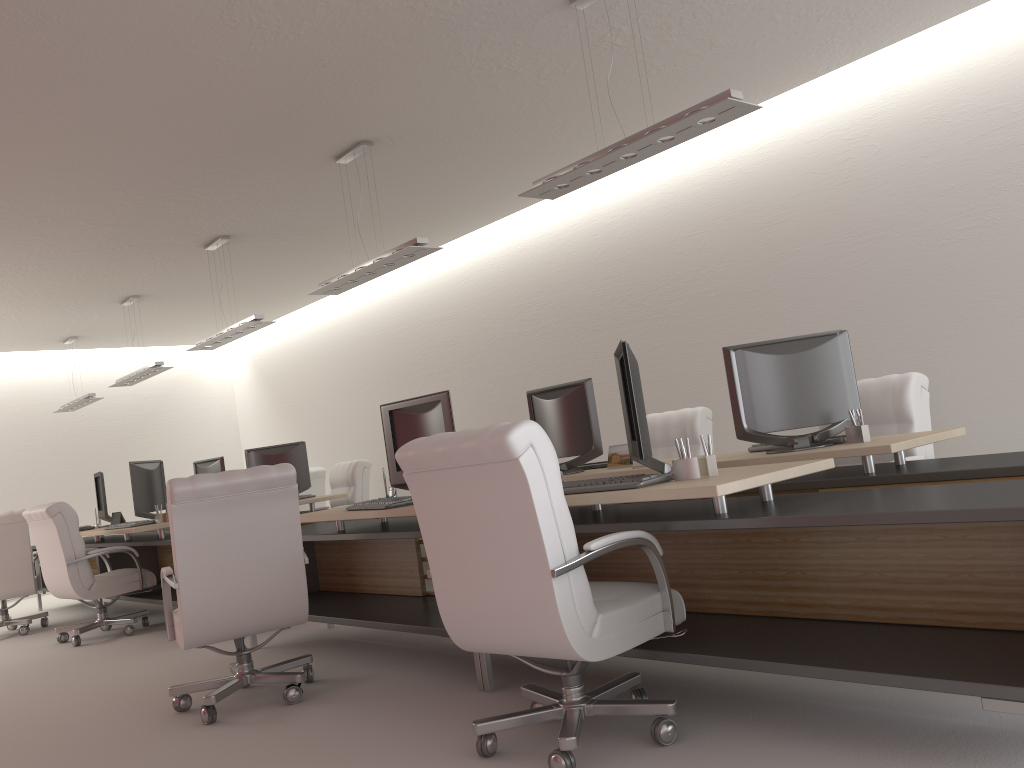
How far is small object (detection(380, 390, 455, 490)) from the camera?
6.5 meters

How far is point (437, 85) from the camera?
7.4 meters

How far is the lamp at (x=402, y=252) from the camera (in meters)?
7.84

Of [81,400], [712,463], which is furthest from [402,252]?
[81,400]

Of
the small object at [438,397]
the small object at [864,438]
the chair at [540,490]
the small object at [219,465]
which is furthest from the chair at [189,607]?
the small object at [219,465]

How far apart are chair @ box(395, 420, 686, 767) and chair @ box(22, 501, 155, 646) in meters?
7.0 m

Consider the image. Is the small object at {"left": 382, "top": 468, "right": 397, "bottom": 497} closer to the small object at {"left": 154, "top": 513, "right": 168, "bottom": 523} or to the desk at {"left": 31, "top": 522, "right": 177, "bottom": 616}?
the desk at {"left": 31, "top": 522, "right": 177, "bottom": 616}

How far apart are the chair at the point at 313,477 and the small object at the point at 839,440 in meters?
9.4

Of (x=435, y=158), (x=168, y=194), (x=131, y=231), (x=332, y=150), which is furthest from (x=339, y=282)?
(x=131, y=231)

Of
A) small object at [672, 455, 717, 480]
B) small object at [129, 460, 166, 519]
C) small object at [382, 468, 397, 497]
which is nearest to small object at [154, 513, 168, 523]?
small object at [129, 460, 166, 519]
